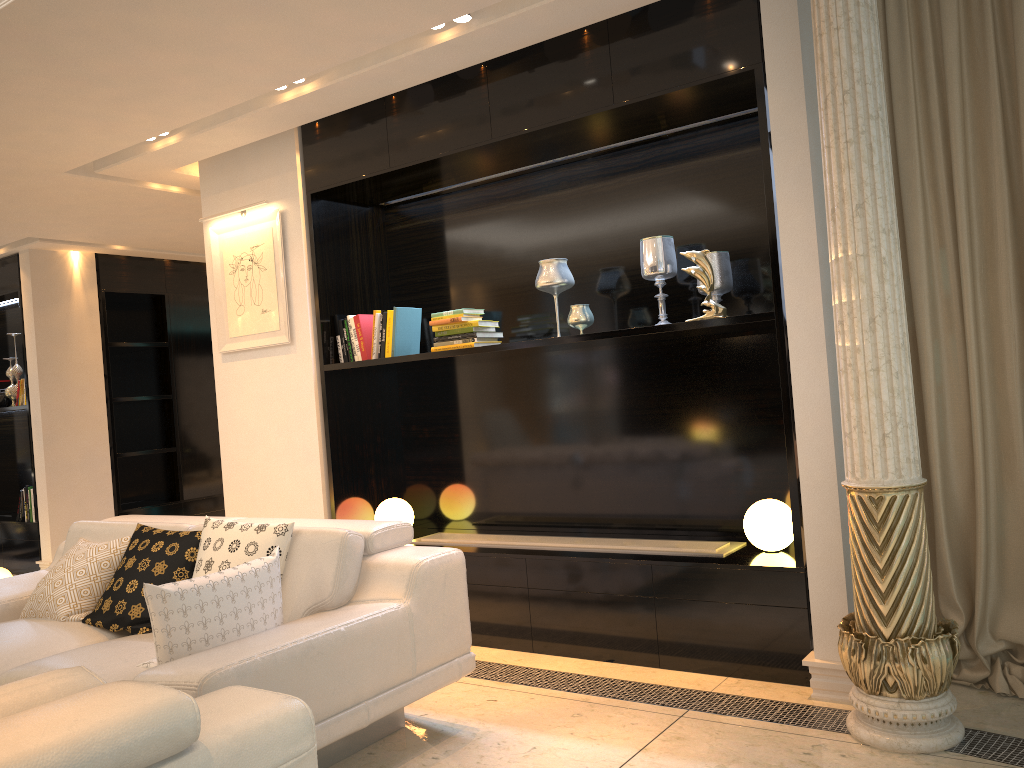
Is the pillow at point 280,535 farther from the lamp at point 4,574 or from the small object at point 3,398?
the small object at point 3,398

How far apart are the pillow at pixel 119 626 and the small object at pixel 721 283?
2.3 meters

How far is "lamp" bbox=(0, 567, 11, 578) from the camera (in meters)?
6.40

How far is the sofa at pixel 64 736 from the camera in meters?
1.3

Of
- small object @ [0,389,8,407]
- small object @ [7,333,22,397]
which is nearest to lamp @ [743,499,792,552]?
small object @ [7,333,22,397]

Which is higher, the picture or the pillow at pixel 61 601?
the picture

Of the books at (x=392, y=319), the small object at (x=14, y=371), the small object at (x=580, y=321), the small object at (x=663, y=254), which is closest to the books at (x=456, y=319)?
the books at (x=392, y=319)

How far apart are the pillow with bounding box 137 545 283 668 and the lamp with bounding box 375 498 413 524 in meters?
1.8 m

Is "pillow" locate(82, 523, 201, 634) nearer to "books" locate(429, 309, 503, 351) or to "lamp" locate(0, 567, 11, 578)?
"books" locate(429, 309, 503, 351)

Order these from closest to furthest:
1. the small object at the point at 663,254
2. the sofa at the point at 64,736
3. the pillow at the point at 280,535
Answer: the sofa at the point at 64,736 < the pillow at the point at 280,535 < the small object at the point at 663,254
